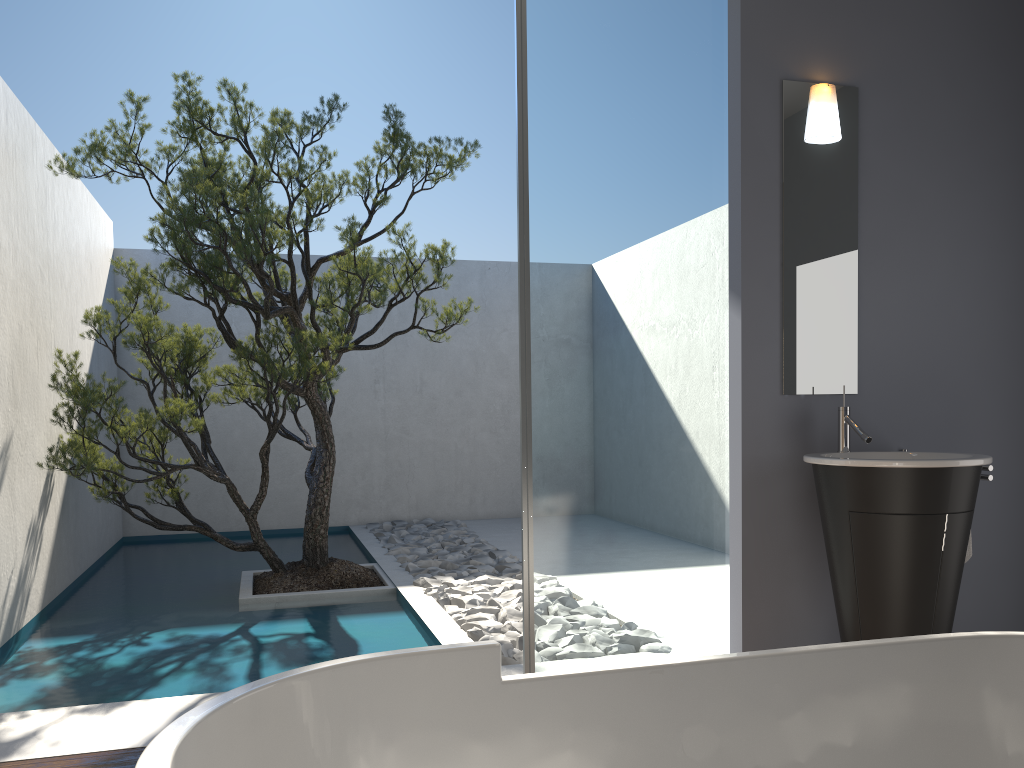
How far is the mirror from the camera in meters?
3.6

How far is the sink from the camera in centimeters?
303cm

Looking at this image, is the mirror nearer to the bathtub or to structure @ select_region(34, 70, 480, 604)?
the bathtub

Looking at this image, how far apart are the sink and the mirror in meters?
0.1

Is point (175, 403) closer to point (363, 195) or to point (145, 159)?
point (145, 159)

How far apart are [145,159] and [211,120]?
0.5 meters

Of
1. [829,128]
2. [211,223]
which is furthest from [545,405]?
[211,223]

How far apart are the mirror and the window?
0.24m

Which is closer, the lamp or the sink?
the sink

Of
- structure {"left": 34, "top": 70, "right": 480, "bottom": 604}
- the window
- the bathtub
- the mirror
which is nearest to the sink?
the mirror
